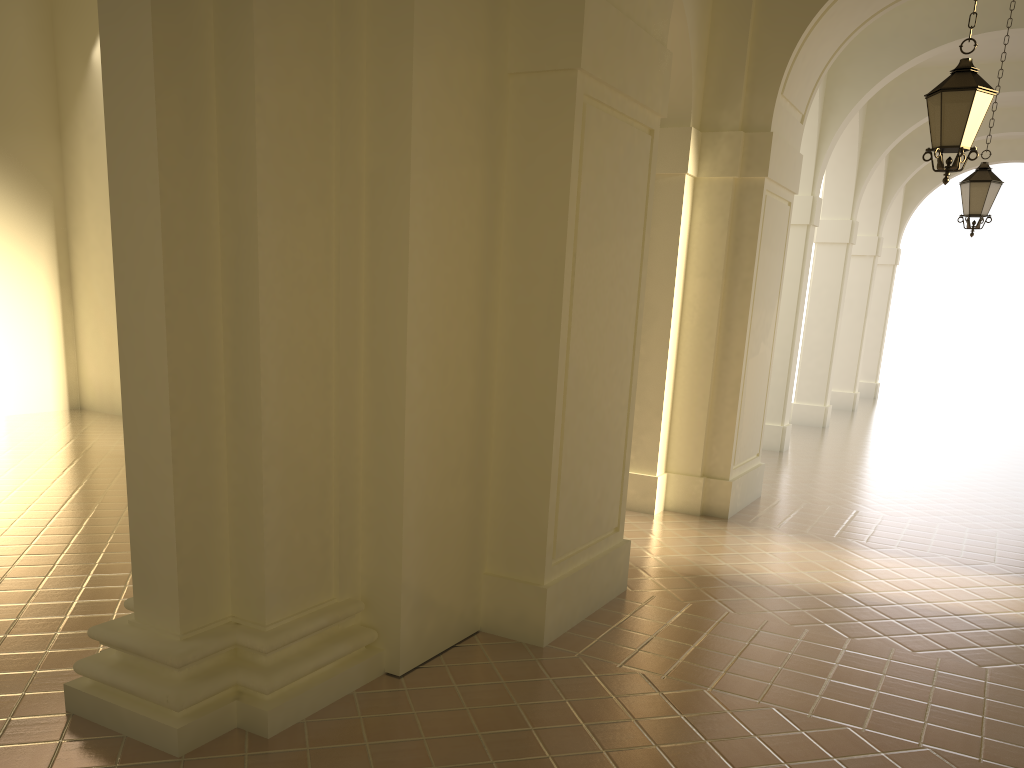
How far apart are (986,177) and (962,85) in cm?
508

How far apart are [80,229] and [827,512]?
12.3m

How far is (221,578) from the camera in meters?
4.6 m

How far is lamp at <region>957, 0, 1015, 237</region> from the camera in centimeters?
1116cm

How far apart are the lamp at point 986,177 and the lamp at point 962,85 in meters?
4.8

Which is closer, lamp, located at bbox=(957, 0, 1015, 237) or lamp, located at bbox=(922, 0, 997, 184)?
lamp, located at bbox=(922, 0, 997, 184)

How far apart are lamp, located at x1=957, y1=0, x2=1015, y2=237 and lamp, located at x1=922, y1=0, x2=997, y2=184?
4.8m

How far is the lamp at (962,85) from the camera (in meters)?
6.78

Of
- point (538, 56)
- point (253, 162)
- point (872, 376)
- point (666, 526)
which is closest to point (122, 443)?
point (666, 526)

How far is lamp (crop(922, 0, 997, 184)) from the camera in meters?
6.8
